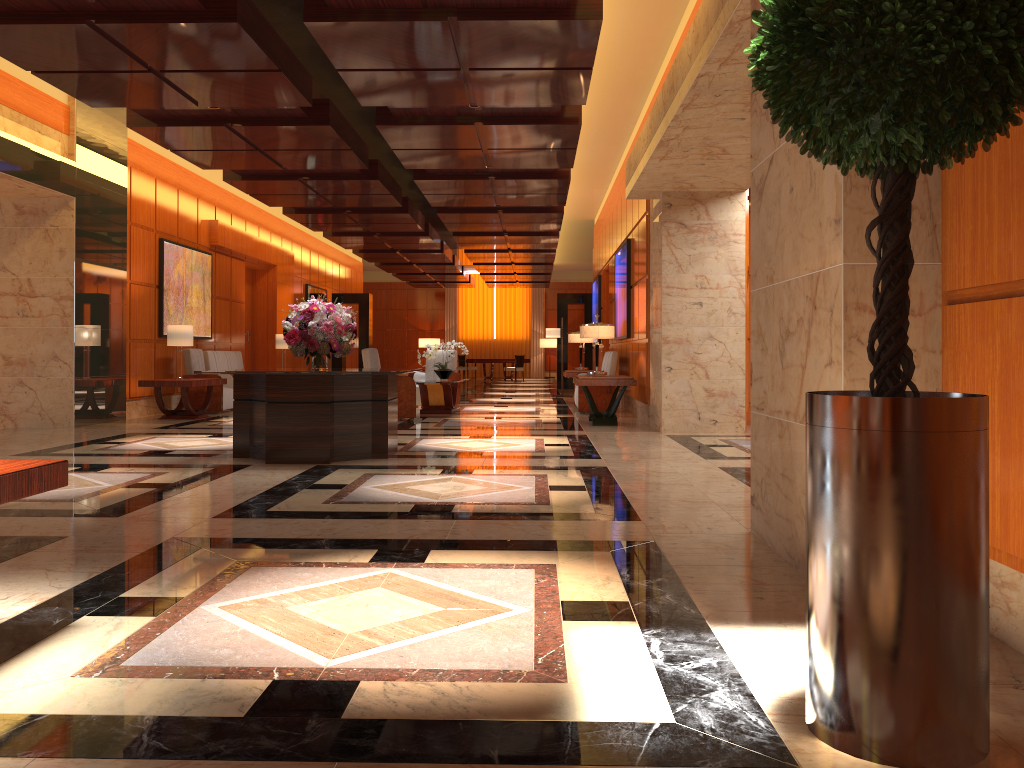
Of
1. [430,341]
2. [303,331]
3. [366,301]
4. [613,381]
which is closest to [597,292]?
[366,301]

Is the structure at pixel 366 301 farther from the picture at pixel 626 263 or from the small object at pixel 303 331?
the small object at pixel 303 331

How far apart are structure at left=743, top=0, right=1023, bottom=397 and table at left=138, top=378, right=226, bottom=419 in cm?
1055

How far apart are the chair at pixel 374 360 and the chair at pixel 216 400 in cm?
260

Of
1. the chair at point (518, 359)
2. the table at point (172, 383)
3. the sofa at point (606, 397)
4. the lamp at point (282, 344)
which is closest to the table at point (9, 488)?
the table at point (172, 383)

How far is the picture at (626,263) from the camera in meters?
12.9 m

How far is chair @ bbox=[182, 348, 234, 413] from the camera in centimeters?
1300cm

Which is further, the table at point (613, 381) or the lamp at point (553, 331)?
the lamp at point (553, 331)

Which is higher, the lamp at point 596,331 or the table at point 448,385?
the lamp at point 596,331

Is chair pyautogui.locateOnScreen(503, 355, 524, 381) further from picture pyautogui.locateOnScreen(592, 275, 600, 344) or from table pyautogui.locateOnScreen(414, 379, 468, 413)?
table pyautogui.locateOnScreen(414, 379, 468, 413)
